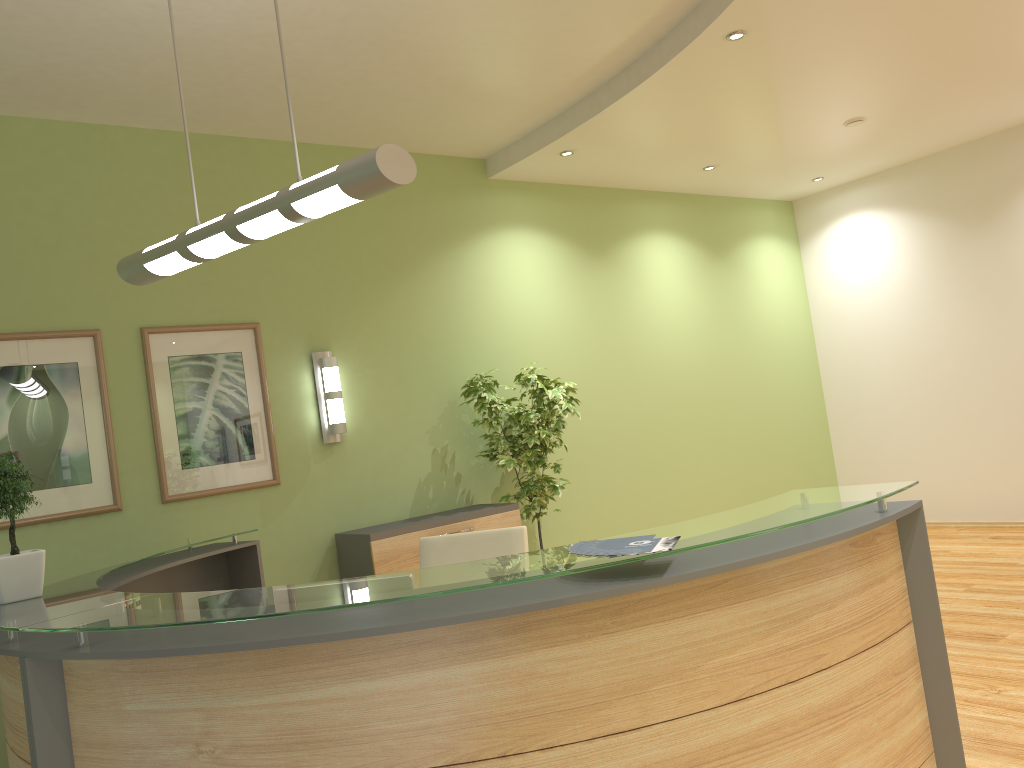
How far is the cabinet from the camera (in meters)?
5.21

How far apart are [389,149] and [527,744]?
1.71m

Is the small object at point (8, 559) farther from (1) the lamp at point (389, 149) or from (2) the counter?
(1) the lamp at point (389, 149)

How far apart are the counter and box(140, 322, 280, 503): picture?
0.5m

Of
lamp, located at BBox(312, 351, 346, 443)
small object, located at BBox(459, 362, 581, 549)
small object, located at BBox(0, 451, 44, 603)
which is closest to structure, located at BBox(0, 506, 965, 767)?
small object, located at BBox(0, 451, 44, 603)

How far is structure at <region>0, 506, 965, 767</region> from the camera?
2.05m

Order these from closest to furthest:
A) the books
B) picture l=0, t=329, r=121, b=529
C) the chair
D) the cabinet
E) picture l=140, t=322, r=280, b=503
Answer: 1. the books
2. the chair
3. picture l=0, t=329, r=121, b=529
4. picture l=140, t=322, r=280, b=503
5. the cabinet

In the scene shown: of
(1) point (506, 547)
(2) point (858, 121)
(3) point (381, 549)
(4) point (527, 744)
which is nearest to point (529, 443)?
(3) point (381, 549)

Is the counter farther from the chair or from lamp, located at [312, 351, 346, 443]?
the chair

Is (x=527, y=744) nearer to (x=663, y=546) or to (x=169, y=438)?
(x=663, y=546)
